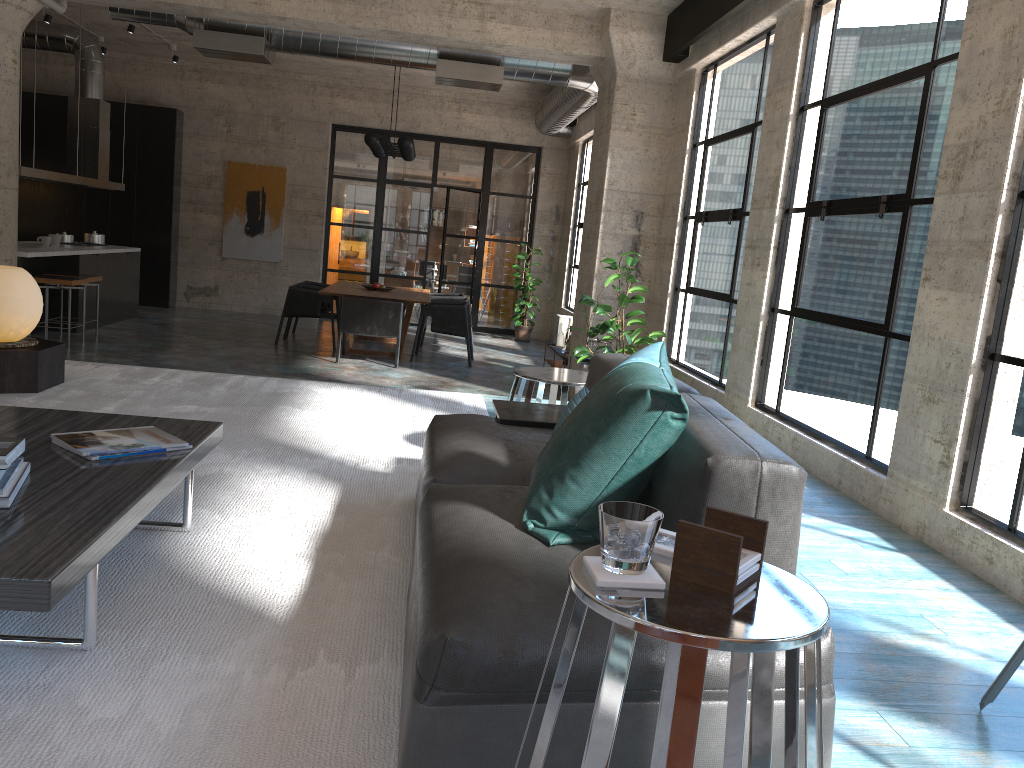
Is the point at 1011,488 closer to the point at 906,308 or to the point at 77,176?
the point at 906,308

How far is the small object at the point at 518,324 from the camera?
13.98m

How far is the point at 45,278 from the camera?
9.01m

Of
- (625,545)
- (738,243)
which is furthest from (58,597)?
(738,243)

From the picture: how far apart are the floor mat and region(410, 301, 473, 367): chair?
4.7 meters

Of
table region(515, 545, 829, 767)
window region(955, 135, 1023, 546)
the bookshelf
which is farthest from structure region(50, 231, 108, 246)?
table region(515, 545, 829, 767)

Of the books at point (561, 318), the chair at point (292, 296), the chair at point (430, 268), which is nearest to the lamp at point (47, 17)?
the chair at point (292, 296)

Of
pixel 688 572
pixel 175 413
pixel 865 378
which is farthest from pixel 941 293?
pixel 175 413

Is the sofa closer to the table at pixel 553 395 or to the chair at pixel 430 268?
the table at pixel 553 395

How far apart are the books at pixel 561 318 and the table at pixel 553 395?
6.37m
